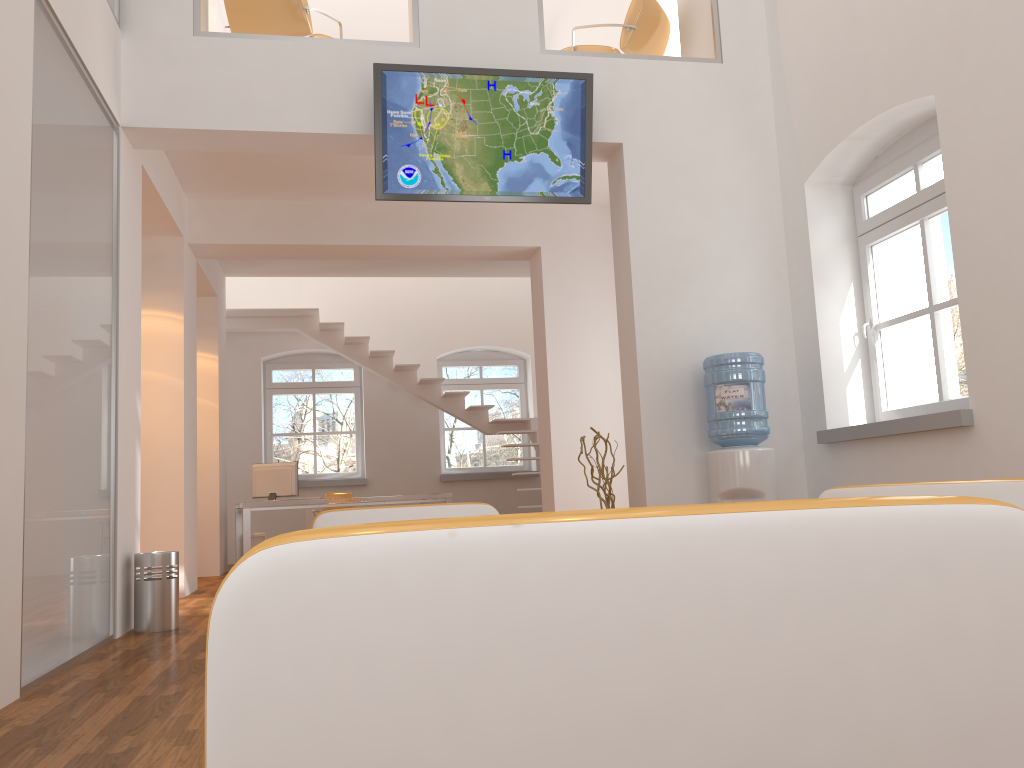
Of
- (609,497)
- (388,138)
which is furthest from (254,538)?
(388,138)

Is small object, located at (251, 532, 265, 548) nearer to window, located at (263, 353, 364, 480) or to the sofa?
window, located at (263, 353, 364, 480)

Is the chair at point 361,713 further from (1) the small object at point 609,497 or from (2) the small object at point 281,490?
(2) the small object at point 281,490

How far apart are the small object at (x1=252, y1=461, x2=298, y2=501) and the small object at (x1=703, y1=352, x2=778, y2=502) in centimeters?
546cm

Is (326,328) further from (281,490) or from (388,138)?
(388,138)

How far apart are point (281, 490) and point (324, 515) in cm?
569

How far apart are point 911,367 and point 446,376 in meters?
9.1 m

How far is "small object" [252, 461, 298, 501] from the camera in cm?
957

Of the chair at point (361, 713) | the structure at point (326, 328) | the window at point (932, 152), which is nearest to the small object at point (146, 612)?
the window at point (932, 152)

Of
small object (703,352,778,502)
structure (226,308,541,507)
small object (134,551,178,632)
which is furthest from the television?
structure (226,308,541,507)
